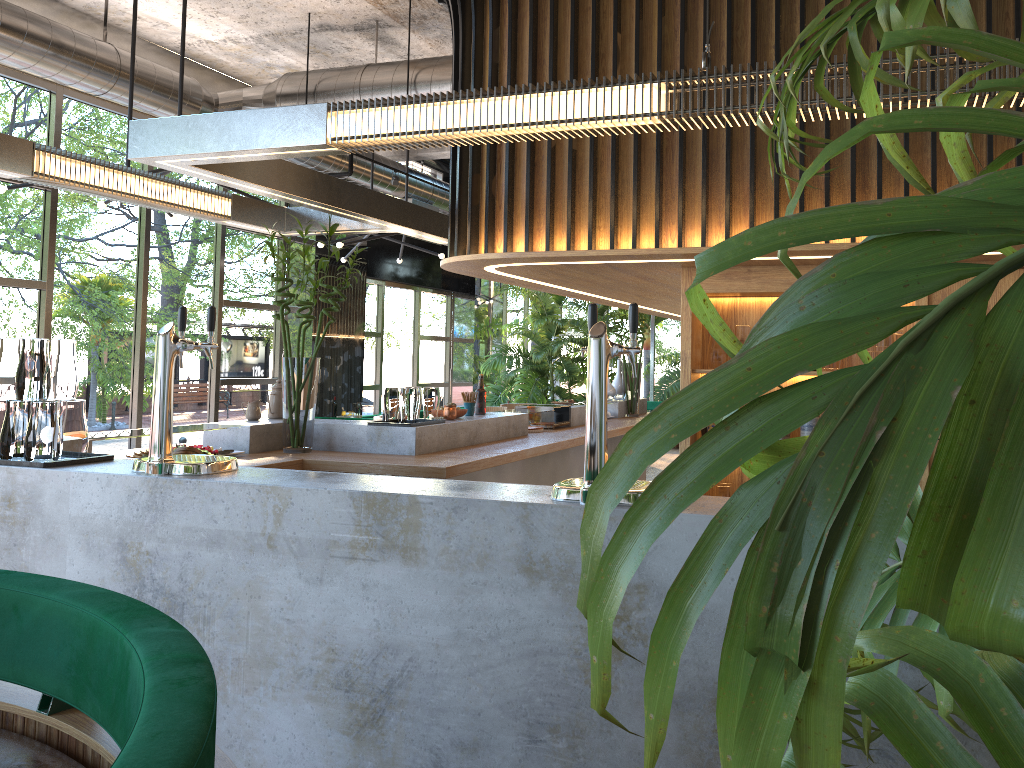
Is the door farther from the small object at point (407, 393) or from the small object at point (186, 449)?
the small object at point (186, 449)

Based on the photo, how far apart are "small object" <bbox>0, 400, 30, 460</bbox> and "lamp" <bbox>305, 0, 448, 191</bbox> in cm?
533

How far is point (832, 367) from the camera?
4.08m

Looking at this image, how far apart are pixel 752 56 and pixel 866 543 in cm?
353

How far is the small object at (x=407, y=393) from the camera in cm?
488

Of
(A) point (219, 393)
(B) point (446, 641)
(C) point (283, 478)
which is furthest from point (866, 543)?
(A) point (219, 393)

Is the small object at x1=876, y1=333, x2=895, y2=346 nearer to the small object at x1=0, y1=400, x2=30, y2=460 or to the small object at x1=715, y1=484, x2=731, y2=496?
the small object at x1=715, y1=484, x2=731, y2=496

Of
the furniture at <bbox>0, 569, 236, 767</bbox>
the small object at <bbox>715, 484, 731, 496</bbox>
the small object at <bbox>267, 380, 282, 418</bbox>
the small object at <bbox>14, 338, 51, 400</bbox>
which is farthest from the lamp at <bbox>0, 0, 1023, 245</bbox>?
the small object at <bbox>715, 484, 731, 496</bbox>

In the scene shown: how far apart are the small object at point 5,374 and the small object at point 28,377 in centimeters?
8cm

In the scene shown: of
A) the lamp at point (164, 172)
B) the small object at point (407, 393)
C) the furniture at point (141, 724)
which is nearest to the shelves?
the small object at point (407, 393)
